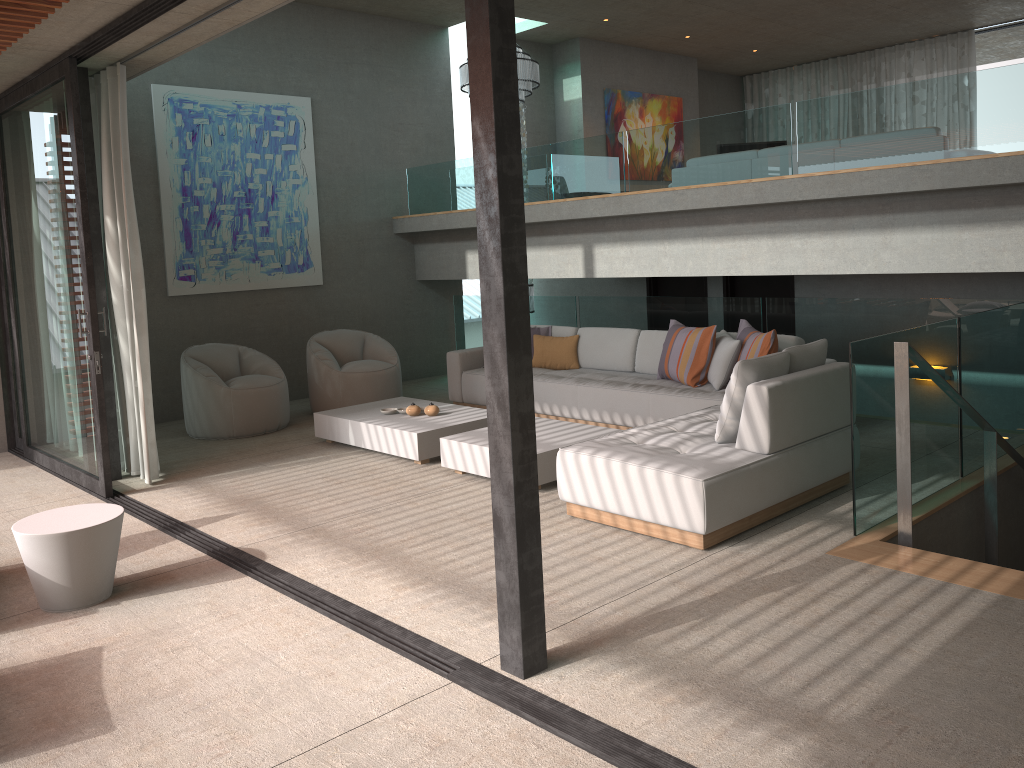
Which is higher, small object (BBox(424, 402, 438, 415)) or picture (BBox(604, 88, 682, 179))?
picture (BBox(604, 88, 682, 179))

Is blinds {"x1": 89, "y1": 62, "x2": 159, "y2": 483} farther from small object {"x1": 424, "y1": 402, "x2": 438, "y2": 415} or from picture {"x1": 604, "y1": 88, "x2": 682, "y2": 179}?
picture {"x1": 604, "y1": 88, "x2": 682, "y2": 179}

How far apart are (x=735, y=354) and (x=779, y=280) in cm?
285

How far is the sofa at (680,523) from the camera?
4.4 meters

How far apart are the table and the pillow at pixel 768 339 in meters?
4.3

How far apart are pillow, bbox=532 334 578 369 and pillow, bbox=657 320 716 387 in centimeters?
111cm

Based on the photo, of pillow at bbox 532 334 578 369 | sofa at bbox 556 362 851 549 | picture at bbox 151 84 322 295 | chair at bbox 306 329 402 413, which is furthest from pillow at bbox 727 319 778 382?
picture at bbox 151 84 322 295

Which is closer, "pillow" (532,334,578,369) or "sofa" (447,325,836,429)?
"sofa" (447,325,836,429)

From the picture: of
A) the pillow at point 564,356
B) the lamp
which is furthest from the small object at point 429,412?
the lamp

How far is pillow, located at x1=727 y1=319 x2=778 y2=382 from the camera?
6.30m
